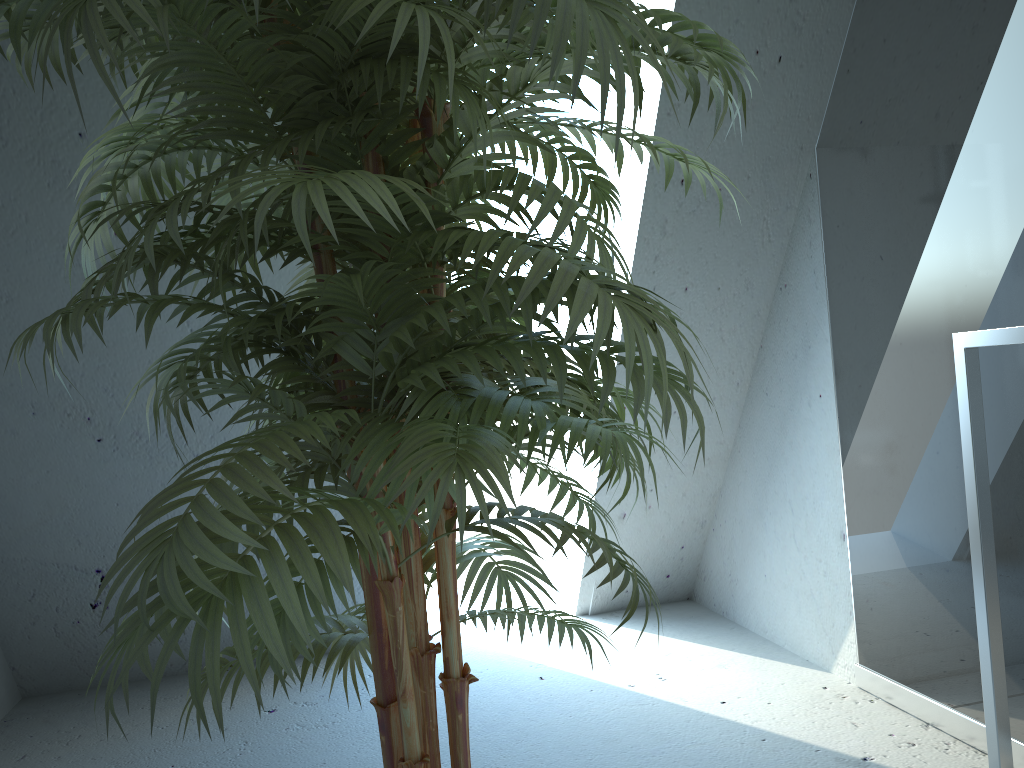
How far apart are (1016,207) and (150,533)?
1.6m

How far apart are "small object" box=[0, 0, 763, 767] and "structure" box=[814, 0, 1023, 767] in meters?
0.6 m

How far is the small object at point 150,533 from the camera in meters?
0.7

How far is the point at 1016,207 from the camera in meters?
1.6 m

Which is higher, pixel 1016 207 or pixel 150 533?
pixel 1016 207

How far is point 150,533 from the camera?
0.71m

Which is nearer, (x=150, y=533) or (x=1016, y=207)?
(x=150, y=533)

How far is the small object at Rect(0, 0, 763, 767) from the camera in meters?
0.7 m

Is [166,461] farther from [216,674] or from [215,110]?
[216,674]
